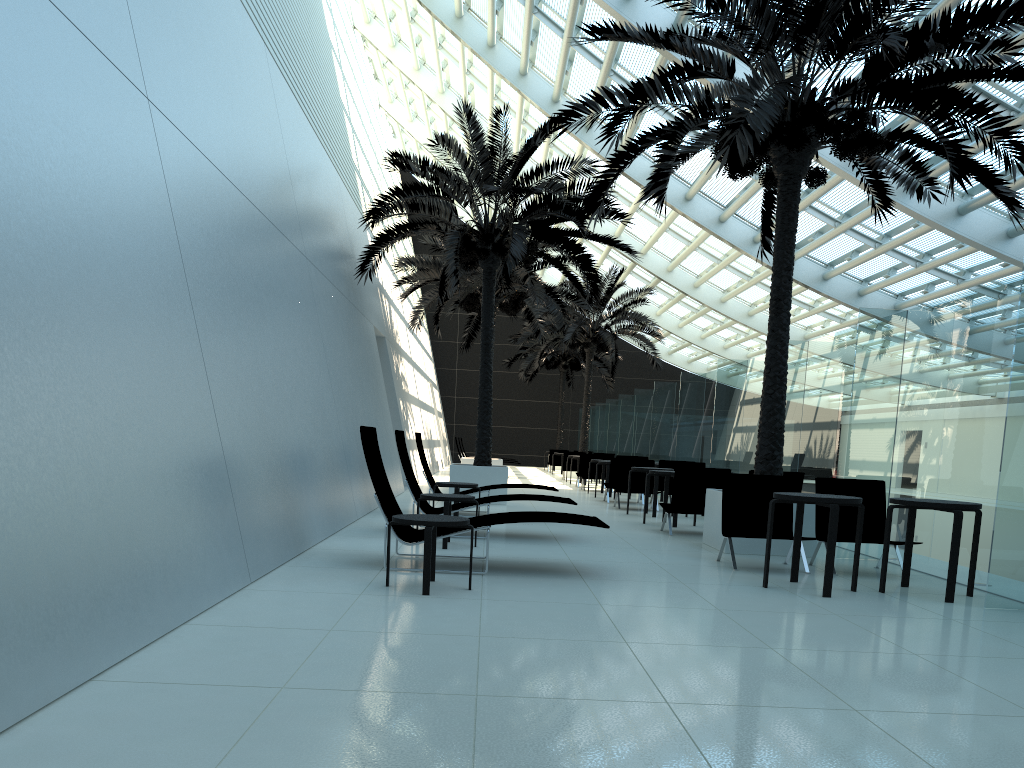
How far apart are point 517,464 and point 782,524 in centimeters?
3169cm

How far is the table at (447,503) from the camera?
8.5 meters

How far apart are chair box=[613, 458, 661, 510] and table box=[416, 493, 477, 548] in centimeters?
682cm

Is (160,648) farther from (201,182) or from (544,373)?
(544,373)

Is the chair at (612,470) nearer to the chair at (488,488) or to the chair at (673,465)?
the chair at (673,465)

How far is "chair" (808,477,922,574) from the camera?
8.5m

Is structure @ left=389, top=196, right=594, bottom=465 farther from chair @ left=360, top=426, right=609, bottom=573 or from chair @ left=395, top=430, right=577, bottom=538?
chair @ left=360, top=426, right=609, bottom=573

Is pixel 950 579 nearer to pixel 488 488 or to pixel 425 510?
pixel 425 510

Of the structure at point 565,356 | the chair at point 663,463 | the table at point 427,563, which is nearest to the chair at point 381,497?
the table at point 427,563

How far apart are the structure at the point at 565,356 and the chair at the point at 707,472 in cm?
2342
